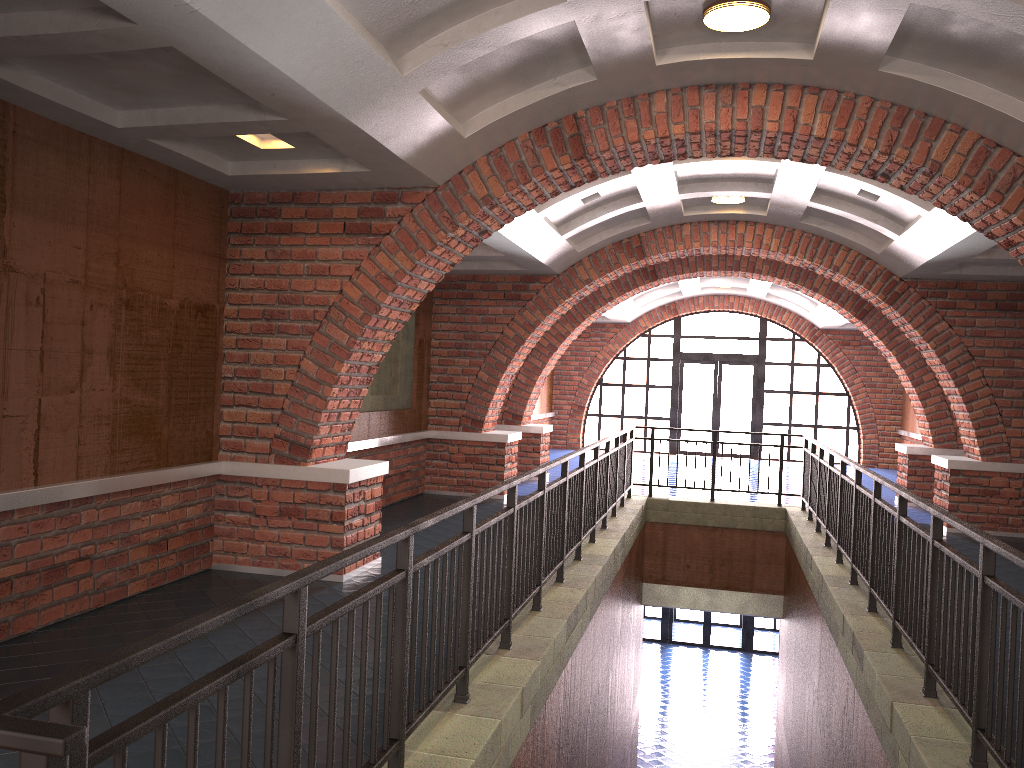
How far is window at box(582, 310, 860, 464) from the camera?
20.30m

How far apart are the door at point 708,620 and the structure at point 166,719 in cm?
1005

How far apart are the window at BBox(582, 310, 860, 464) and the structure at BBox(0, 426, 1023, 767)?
9.3m

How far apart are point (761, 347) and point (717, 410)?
1.8m

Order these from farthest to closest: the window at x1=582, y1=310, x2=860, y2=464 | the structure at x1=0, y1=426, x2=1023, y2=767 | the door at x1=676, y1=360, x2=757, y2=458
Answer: the door at x1=676, y1=360, x2=757, y2=458 < the window at x1=582, y1=310, x2=860, y2=464 < the structure at x1=0, y1=426, x2=1023, y2=767

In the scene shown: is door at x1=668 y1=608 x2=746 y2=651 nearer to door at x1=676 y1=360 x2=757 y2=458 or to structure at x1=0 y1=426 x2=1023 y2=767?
door at x1=676 y1=360 x2=757 y2=458

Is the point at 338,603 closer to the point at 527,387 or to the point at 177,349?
the point at 177,349

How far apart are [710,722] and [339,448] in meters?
11.4 m

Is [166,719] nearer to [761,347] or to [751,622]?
[761,347]

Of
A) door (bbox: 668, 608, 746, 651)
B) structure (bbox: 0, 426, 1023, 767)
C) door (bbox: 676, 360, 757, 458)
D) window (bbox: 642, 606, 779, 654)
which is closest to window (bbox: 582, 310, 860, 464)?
door (bbox: 676, 360, 757, 458)
